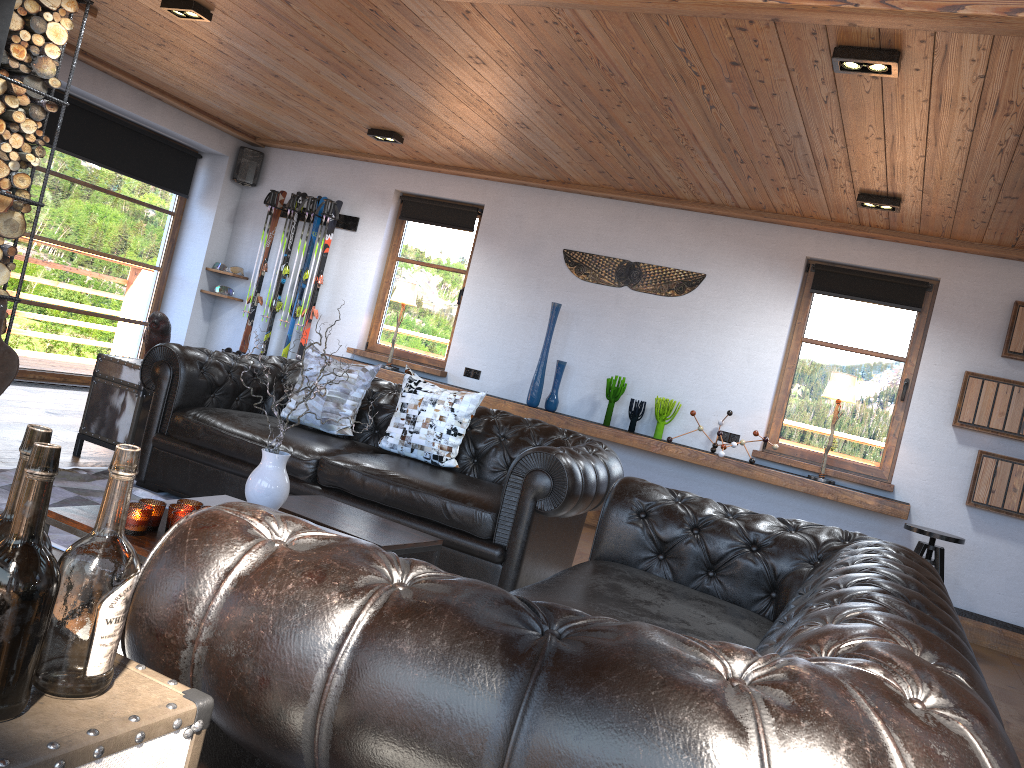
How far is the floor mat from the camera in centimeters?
359cm

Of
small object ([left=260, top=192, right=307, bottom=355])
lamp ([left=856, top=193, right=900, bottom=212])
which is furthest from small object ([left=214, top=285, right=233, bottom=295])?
lamp ([left=856, top=193, right=900, bottom=212])

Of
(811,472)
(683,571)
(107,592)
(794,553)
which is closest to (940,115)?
(794,553)

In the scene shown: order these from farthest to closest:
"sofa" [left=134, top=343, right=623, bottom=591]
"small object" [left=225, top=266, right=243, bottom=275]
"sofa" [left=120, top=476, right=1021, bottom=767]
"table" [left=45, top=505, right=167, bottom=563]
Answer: "small object" [left=225, top=266, right=243, bottom=275] → "sofa" [left=134, top=343, right=623, bottom=591] → "table" [left=45, top=505, right=167, bottom=563] → "sofa" [left=120, top=476, right=1021, bottom=767]

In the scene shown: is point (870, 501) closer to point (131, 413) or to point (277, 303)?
point (131, 413)

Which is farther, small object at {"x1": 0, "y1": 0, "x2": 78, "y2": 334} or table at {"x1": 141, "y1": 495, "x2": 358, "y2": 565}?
small object at {"x1": 0, "y1": 0, "x2": 78, "y2": 334}

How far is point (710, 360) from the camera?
6.9m

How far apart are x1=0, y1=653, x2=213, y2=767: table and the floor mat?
2.6 meters

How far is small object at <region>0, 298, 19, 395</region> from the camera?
5.18m

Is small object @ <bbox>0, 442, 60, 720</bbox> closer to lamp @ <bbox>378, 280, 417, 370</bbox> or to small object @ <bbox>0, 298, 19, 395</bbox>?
small object @ <bbox>0, 298, 19, 395</bbox>
